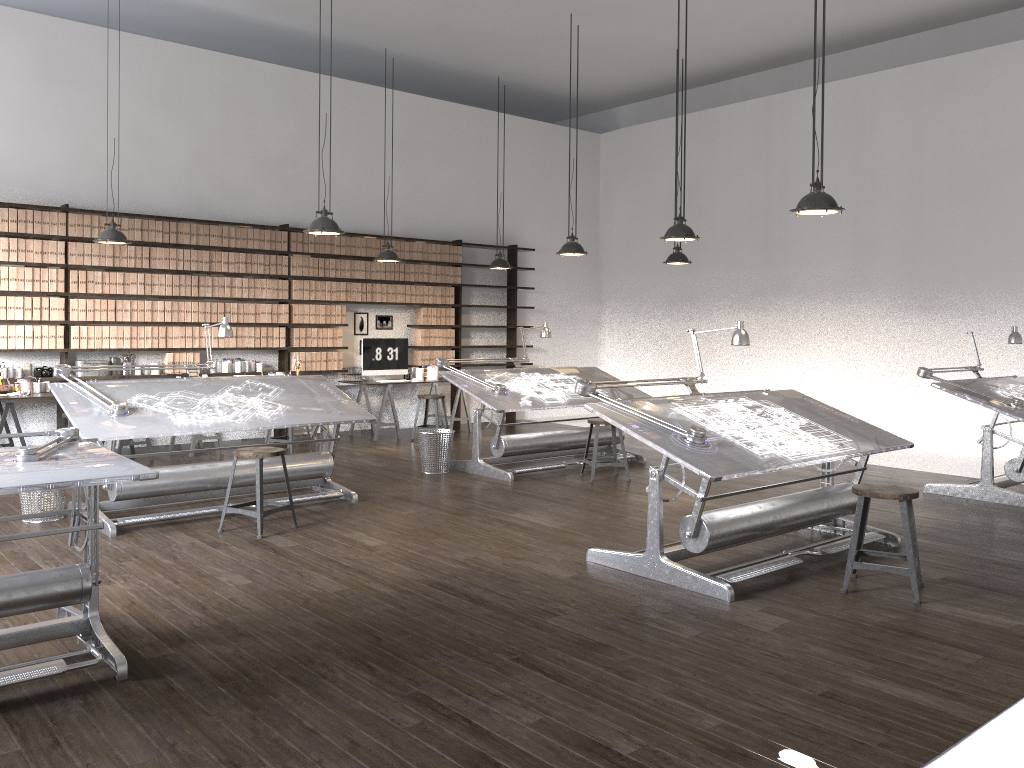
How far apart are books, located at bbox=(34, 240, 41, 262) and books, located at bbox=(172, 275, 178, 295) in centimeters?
129cm

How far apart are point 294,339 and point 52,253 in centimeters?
265cm

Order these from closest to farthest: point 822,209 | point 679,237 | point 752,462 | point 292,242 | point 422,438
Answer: point 752,462 < point 822,209 < point 679,237 < point 422,438 < point 292,242

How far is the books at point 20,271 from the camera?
8.30m

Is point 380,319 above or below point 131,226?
below

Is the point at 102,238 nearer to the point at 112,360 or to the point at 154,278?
the point at 154,278

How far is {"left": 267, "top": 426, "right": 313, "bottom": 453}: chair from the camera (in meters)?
9.00

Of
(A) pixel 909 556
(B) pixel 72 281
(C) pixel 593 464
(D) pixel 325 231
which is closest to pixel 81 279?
(B) pixel 72 281

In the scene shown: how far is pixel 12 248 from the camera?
8.2 meters

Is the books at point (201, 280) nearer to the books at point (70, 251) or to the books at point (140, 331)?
the books at point (140, 331)
